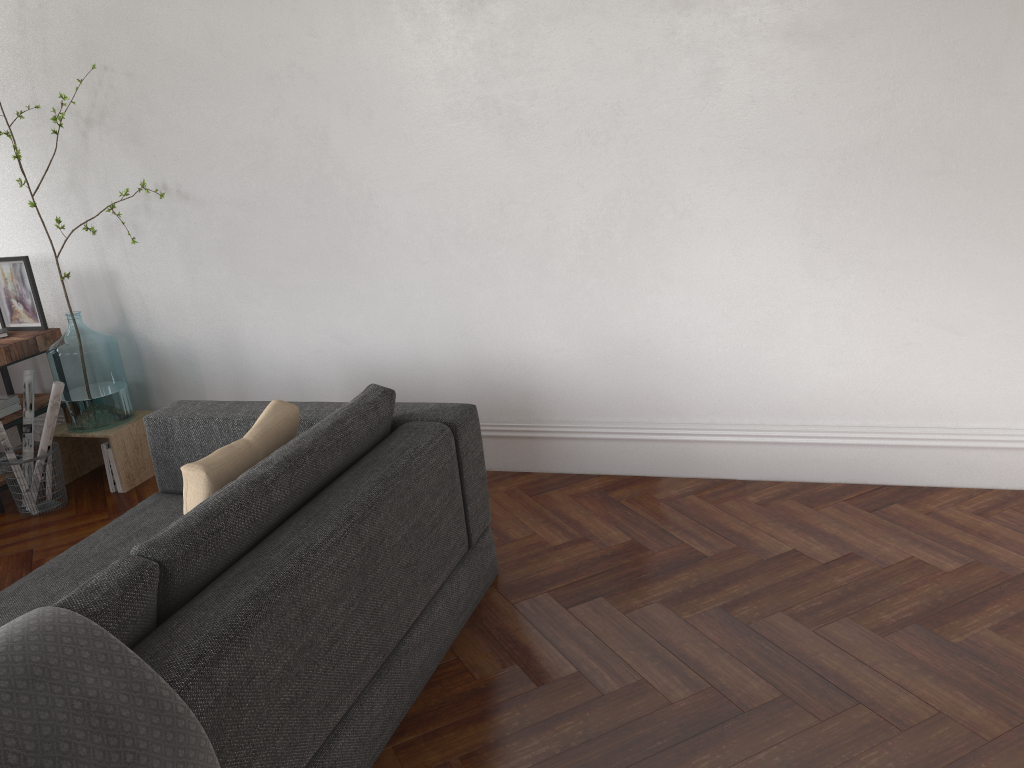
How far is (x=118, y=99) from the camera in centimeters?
408cm

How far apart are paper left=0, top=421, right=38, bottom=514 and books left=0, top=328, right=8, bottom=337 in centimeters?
65cm

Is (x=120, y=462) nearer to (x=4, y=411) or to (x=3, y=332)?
(x=4, y=411)

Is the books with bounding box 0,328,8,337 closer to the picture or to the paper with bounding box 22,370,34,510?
the picture

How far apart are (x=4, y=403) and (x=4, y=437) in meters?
0.4

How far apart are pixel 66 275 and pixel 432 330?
1.77m

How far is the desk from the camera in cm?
418

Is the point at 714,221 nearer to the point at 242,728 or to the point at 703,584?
→ the point at 703,584

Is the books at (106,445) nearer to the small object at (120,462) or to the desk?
the small object at (120,462)

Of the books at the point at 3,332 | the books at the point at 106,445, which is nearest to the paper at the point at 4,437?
the books at the point at 106,445
